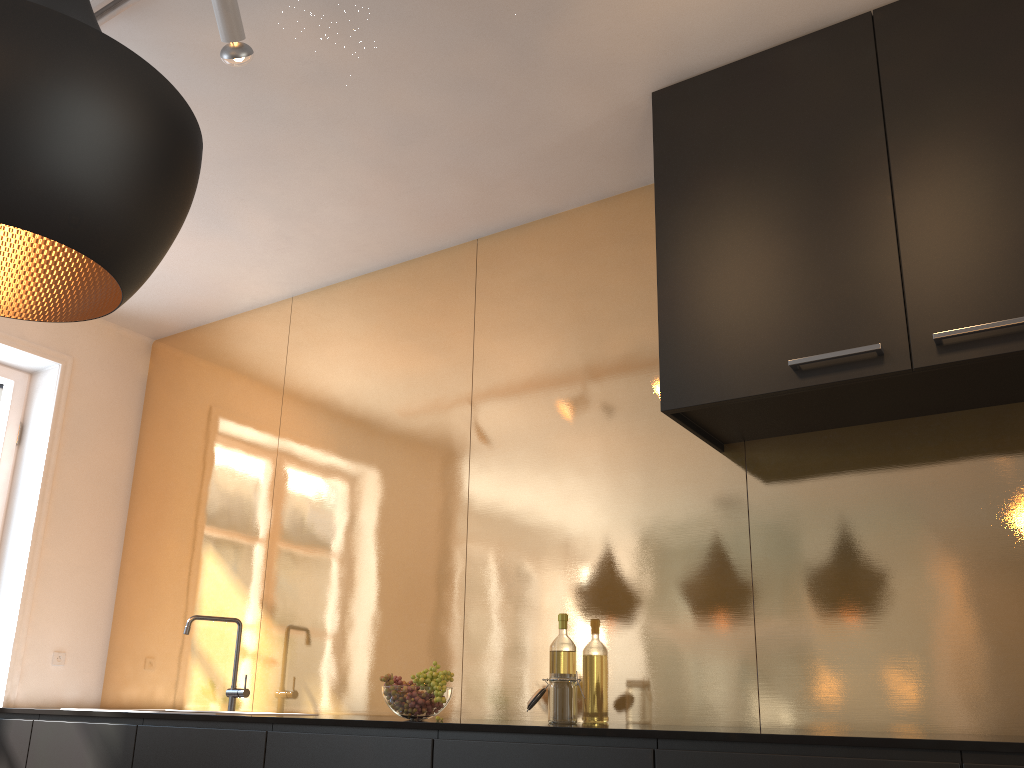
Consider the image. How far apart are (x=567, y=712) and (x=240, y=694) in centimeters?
157cm

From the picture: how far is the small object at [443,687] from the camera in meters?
2.5 m

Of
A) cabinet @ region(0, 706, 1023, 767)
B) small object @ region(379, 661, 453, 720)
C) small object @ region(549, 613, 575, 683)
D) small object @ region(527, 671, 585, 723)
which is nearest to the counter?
cabinet @ region(0, 706, 1023, 767)

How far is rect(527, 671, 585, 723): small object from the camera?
2.5 meters

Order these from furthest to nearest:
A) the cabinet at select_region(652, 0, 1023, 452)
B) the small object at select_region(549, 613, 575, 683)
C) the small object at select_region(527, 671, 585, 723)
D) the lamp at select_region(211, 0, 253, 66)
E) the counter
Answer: the small object at select_region(549, 613, 575, 683)
the small object at select_region(527, 671, 585, 723)
the lamp at select_region(211, 0, 253, 66)
the cabinet at select_region(652, 0, 1023, 452)
the counter

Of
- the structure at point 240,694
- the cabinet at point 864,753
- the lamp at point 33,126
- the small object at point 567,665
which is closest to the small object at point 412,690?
the cabinet at point 864,753

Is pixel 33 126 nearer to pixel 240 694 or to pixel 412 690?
pixel 412 690

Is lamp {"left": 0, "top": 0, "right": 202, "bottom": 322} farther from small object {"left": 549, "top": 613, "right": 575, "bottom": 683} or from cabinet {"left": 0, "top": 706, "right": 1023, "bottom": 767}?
small object {"left": 549, "top": 613, "right": 575, "bottom": 683}

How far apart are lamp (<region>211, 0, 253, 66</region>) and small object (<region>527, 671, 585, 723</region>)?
1.9 meters

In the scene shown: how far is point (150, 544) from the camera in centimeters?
430cm
